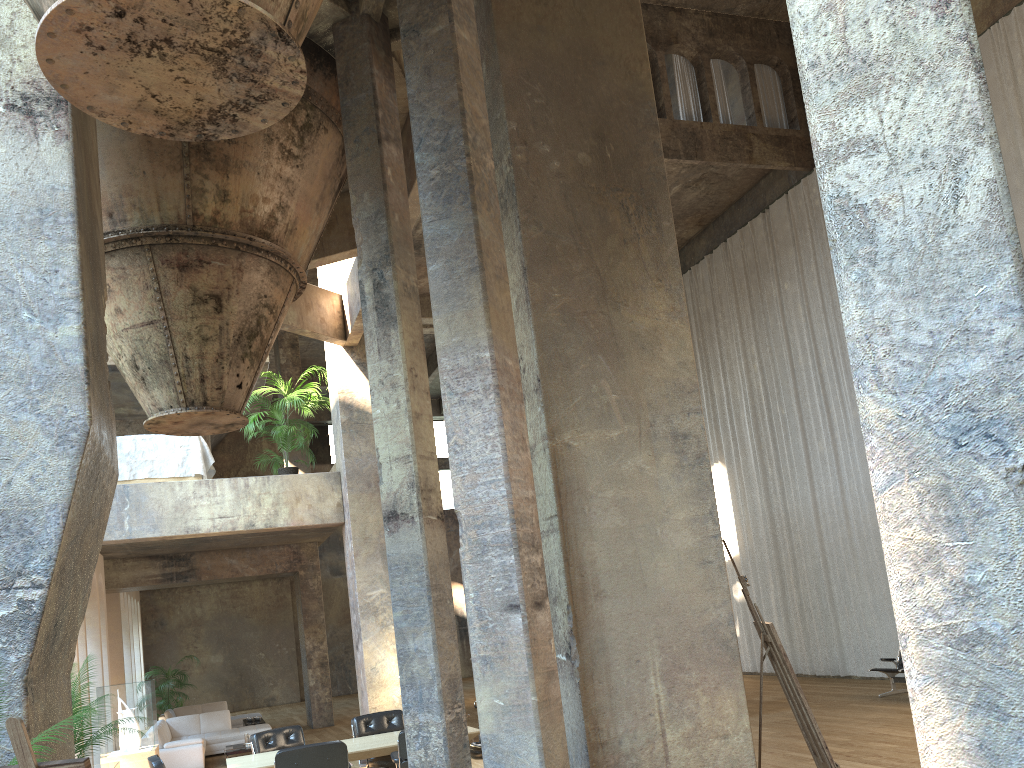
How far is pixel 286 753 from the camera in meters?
7.2

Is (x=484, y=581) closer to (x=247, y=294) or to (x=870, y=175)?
(x=870, y=175)

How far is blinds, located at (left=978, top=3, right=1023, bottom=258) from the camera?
11.7 meters

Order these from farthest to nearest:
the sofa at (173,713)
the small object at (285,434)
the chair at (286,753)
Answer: the sofa at (173,713)
the small object at (285,434)
the chair at (286,753)

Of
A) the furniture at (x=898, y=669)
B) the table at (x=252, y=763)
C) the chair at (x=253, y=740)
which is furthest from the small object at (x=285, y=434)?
the furniture at (x=898, y=669)

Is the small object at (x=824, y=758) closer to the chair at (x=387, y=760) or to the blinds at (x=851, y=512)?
the chair at (x=387, y=760)

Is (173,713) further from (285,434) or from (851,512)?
(851,512)

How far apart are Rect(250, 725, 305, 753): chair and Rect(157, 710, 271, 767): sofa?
4.74m

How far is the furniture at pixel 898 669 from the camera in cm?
1181

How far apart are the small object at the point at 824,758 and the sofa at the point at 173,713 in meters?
15.0
